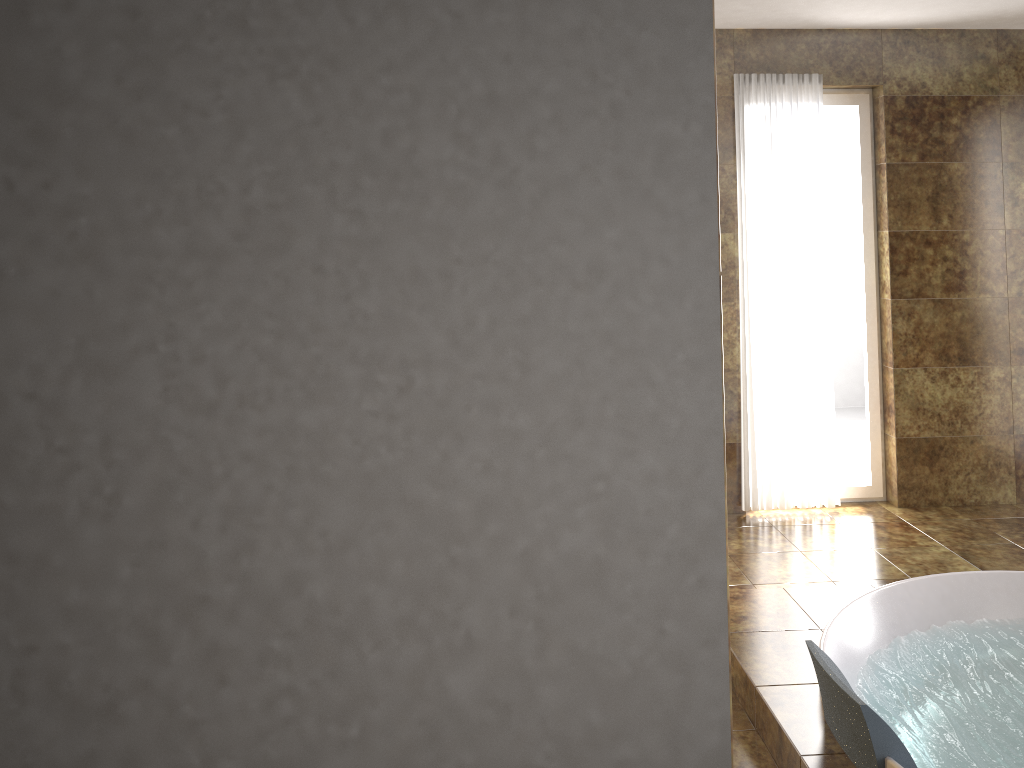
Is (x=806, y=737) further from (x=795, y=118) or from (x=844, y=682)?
(x=795, y=118)

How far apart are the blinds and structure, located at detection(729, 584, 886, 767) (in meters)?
1.19

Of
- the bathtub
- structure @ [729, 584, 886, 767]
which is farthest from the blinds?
Answer: the bathtub

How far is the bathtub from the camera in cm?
236

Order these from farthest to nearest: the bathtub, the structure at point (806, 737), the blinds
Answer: the blinds → the structure at point (806, 737) → the bathtub

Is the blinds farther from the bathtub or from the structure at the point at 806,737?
the bathtub

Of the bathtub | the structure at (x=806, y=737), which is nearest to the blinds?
the structure at (x=806, y=737)

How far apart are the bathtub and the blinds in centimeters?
131cm

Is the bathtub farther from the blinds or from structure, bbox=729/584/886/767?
the blinds

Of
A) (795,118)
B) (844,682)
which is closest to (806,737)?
(844,682)
